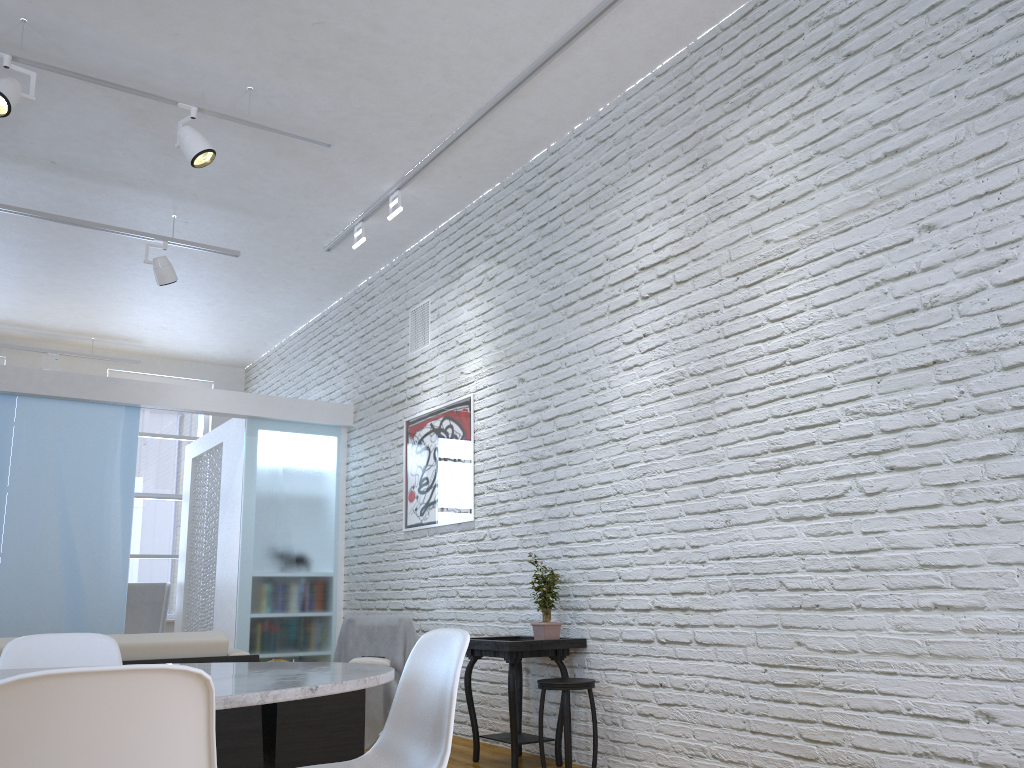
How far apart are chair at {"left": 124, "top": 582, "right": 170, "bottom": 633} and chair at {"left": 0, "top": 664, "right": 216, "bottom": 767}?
7.3 meters

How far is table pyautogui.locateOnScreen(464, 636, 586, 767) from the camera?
4.0m

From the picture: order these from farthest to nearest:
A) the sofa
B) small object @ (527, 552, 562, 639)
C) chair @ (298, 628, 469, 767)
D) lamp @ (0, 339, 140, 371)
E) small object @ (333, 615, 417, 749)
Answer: lamp @ (0, 339, 140, 371) → small object @ (333, 615, 417, 749) → small object @ (527, 552, 562, 639) → the sofa → chair @ (298, 628, 469, 767)

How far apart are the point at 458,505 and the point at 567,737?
1.9m

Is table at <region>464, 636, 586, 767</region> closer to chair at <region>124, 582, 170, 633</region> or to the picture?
the picture

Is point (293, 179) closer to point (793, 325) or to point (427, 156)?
point (427, 156)

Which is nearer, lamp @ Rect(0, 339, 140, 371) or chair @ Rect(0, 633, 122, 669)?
chair @ Rect(0, 633, 122, 669)

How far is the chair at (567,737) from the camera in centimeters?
375cm

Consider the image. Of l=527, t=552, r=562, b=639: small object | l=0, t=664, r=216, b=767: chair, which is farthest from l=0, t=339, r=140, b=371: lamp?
l=0, t=664, r=216, b=767: chair

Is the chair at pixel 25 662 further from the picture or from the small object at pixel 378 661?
the picture
